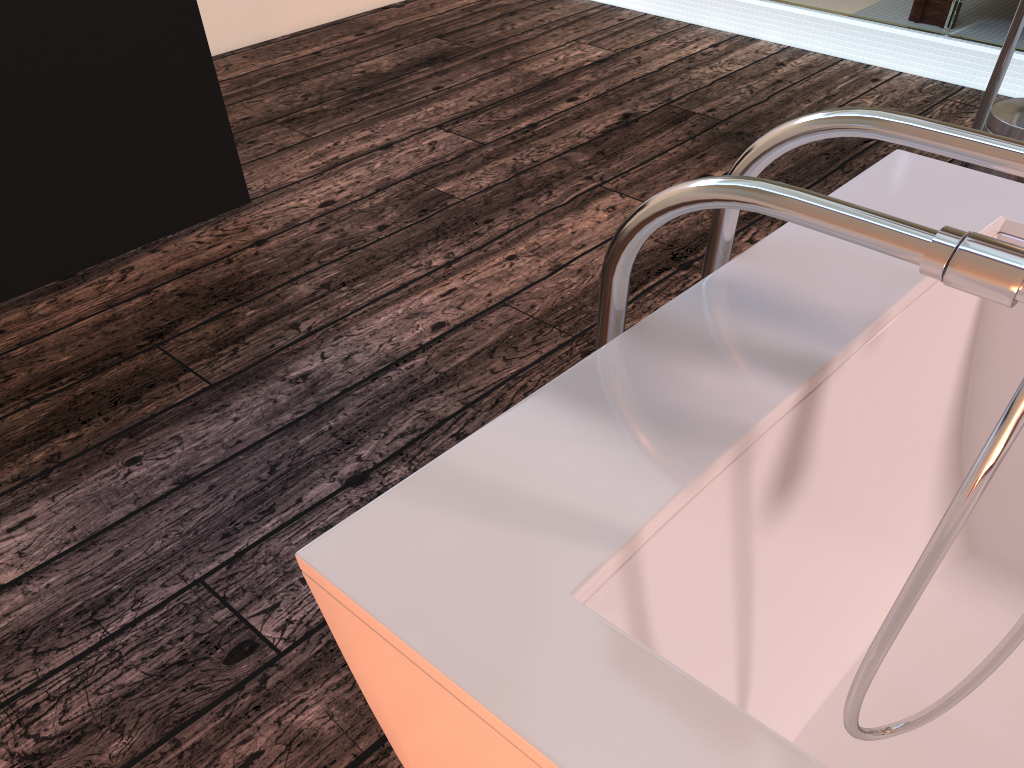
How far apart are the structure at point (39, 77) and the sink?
1.90m

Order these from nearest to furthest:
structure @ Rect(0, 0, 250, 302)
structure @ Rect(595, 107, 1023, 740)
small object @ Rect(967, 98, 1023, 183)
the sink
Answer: structure @ Rect(595, 107, 1023, 740), structure @ Rect(0, 0, 250, 302), small object @ Rect(967, 98, 1023, 183), the sink

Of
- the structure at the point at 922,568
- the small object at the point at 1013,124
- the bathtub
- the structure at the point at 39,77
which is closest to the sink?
the small object at the point at 1013,124

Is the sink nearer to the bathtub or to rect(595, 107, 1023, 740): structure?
the bathtub

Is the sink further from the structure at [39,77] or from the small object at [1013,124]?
the structure at [39,77]

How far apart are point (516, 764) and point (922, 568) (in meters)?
0.23

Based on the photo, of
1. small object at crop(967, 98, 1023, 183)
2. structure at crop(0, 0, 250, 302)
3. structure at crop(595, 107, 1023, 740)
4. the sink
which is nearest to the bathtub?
structure at crop(595, 107, 1023, 740)

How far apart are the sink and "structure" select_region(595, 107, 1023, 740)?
1.78m

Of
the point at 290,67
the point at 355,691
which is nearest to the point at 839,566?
the point at 355,691

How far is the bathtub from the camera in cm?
47
